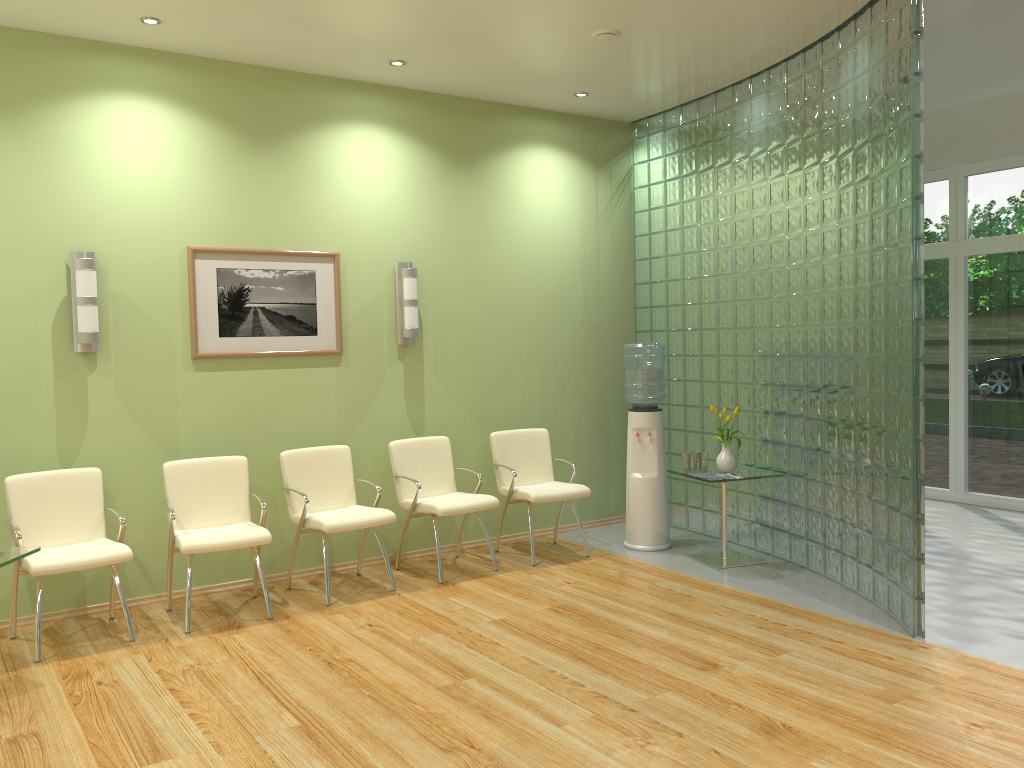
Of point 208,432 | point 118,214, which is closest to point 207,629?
point 208,432

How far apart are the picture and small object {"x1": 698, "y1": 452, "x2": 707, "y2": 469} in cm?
260

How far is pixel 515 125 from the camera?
6.79m

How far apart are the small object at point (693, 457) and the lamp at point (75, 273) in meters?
3.8

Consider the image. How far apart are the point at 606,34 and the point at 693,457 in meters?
2.8 m

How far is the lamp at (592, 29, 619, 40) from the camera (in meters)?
5.21

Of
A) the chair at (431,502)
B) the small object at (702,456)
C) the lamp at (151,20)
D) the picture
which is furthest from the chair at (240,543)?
the small object at (702,456)

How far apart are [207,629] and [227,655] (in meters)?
0.49

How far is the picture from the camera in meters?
5.5 m

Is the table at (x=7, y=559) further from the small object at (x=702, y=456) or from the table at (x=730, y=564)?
the small object at (x=702, y=456)
